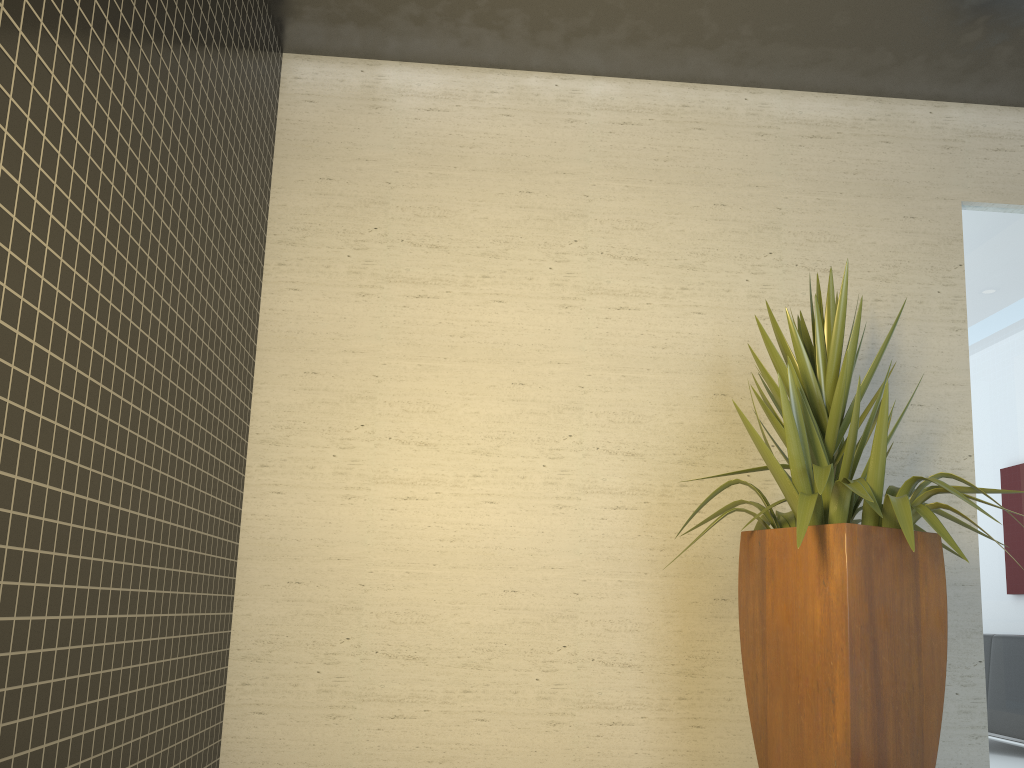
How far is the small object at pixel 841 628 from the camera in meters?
2.7

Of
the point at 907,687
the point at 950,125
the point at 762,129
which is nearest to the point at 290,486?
the point at 907,687

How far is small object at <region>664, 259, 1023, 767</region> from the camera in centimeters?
267cm

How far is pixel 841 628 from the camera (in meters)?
2.67
